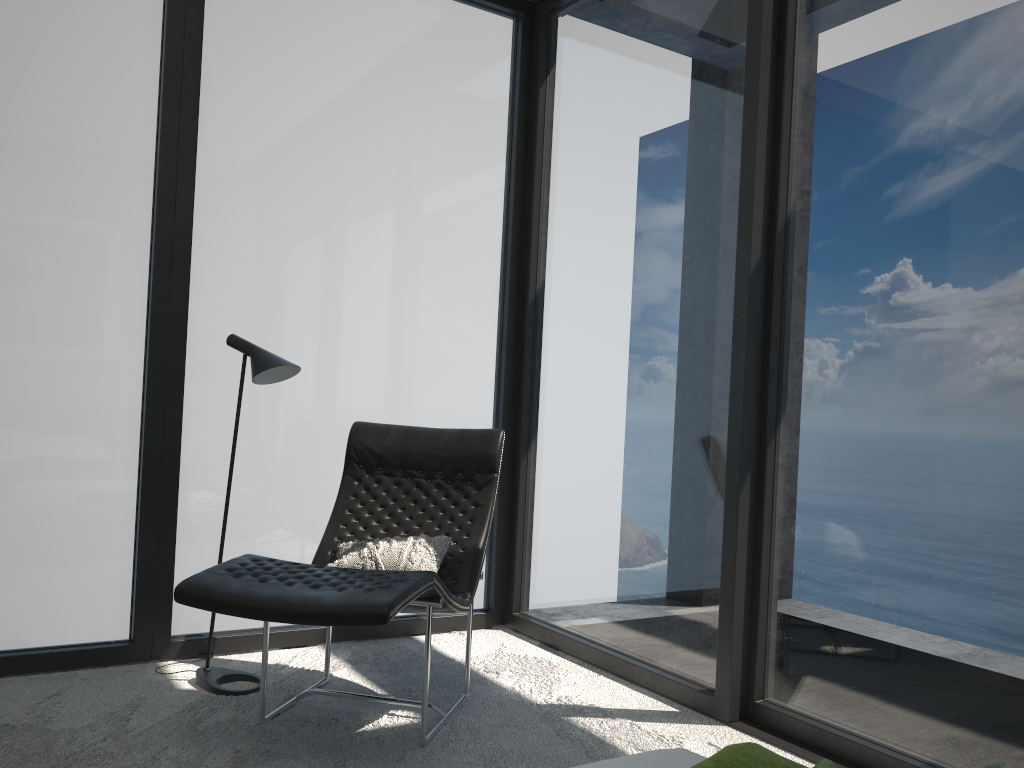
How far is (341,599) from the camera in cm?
239

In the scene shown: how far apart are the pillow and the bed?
1.5m

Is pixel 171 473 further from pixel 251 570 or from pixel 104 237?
pixel 251 570

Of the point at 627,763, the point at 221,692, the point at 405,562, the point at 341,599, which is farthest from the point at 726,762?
the point at 221,692

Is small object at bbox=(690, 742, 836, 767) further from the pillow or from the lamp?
the lamp

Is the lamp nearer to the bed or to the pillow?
the pillow

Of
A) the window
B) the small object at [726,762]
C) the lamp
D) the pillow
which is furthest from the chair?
the small object at [726,762]

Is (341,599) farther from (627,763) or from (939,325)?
(939,325)

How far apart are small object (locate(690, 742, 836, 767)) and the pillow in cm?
171

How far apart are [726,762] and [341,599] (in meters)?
1.31
